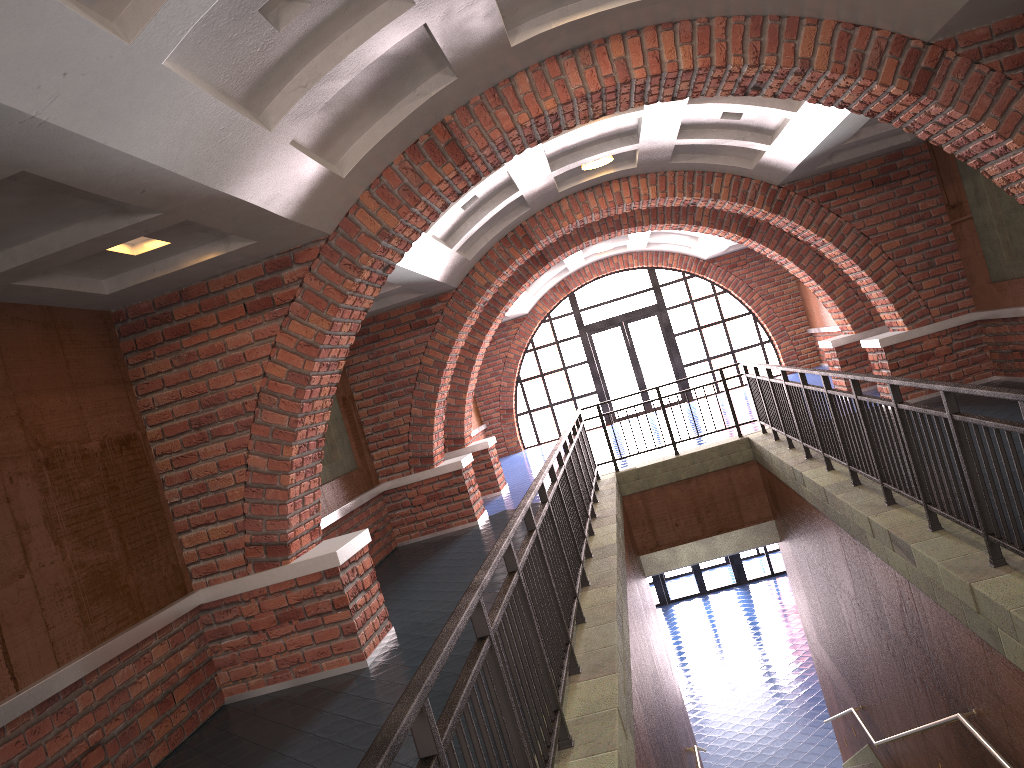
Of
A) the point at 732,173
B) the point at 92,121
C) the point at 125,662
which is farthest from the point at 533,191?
the point at 92,121

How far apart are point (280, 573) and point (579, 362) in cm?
1494

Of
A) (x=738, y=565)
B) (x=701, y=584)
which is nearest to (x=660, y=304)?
(x=738, y=565)

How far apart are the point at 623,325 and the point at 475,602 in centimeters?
1820cm

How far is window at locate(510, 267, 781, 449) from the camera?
20.6 meters

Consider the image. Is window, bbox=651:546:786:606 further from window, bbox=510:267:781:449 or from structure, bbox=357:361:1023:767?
structure, bbox=357:361:1023:767

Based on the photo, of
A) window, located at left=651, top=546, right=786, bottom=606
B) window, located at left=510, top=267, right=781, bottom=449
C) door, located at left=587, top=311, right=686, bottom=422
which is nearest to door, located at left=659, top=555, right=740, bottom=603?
window, located at left=651, top=546, right=786, bottom=606

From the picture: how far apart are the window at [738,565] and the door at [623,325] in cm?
397

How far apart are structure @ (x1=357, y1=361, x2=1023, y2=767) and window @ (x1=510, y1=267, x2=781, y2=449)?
9.4 meters

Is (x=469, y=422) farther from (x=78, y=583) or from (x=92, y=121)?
(x=92, y=121)
